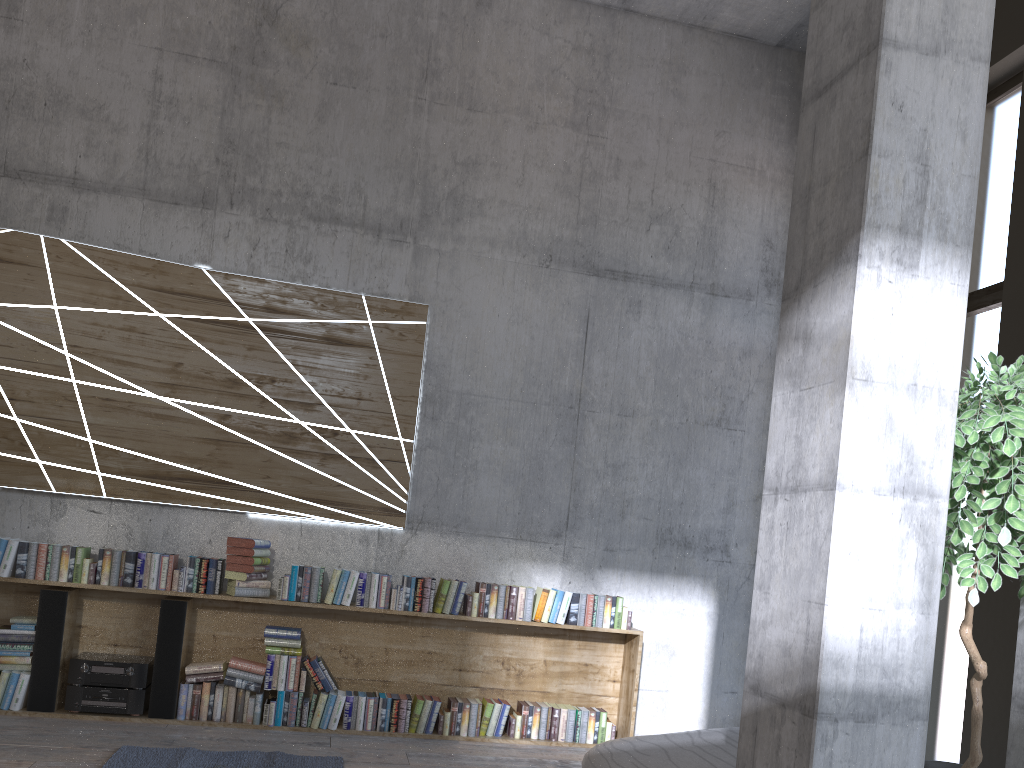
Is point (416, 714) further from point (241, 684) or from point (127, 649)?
point (127, 649)

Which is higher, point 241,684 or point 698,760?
point 698,760

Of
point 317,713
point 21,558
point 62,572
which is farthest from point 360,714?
point 21,558

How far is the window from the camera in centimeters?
486cm

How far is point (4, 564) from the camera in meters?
5.1 m

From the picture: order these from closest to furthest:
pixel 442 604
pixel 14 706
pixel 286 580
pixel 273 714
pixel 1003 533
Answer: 1. pixel 1003 533
2. pixel 14 706
3. pixel 273 714
4. pixel 286 580
5. pixel 442 604

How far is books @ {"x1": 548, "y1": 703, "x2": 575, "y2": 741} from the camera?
5.6m

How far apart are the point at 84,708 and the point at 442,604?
2.1 meters

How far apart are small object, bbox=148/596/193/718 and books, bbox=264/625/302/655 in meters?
0.5

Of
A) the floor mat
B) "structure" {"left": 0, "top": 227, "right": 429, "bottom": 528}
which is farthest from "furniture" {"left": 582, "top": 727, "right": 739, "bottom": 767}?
"structure" {"left": 0, "top": 227, "right": 429, "bottom": 528}
